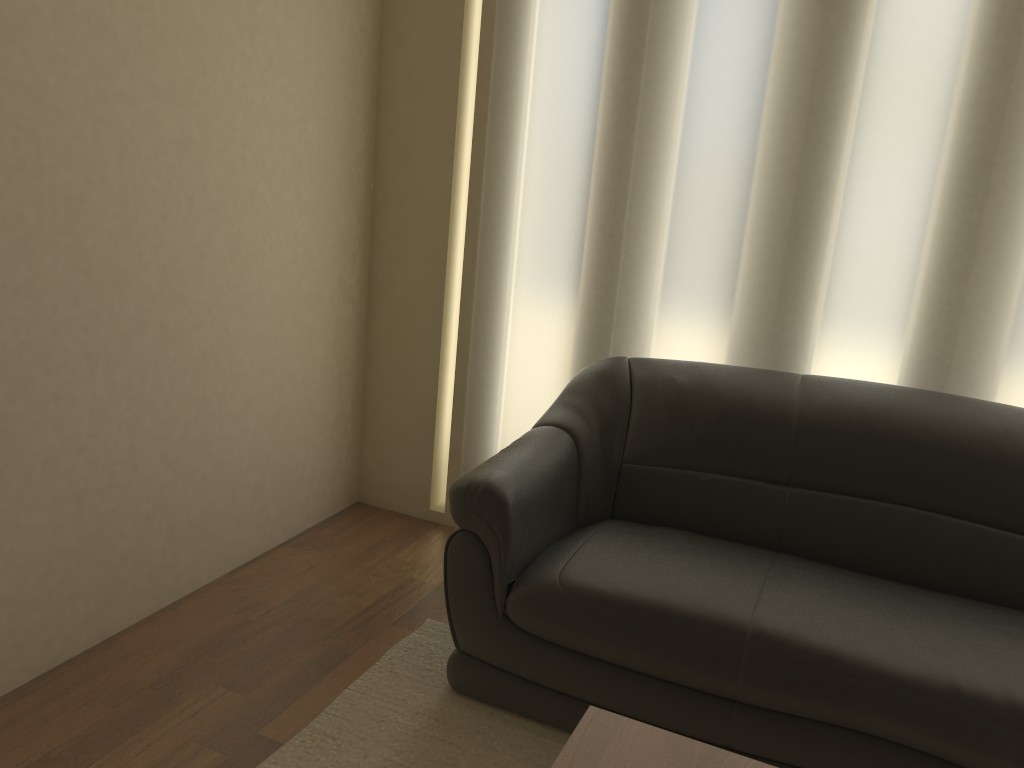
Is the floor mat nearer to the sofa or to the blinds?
the sofa

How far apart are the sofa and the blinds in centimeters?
20cm

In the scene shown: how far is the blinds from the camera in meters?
2.6

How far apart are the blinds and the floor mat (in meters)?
0.80

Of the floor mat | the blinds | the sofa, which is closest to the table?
the sofa

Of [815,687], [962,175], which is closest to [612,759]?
[815,687]

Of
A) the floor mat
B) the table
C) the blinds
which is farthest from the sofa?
the table

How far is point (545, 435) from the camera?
2.7 meters

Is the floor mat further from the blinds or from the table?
the blinds

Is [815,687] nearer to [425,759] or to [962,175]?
[425,759]
